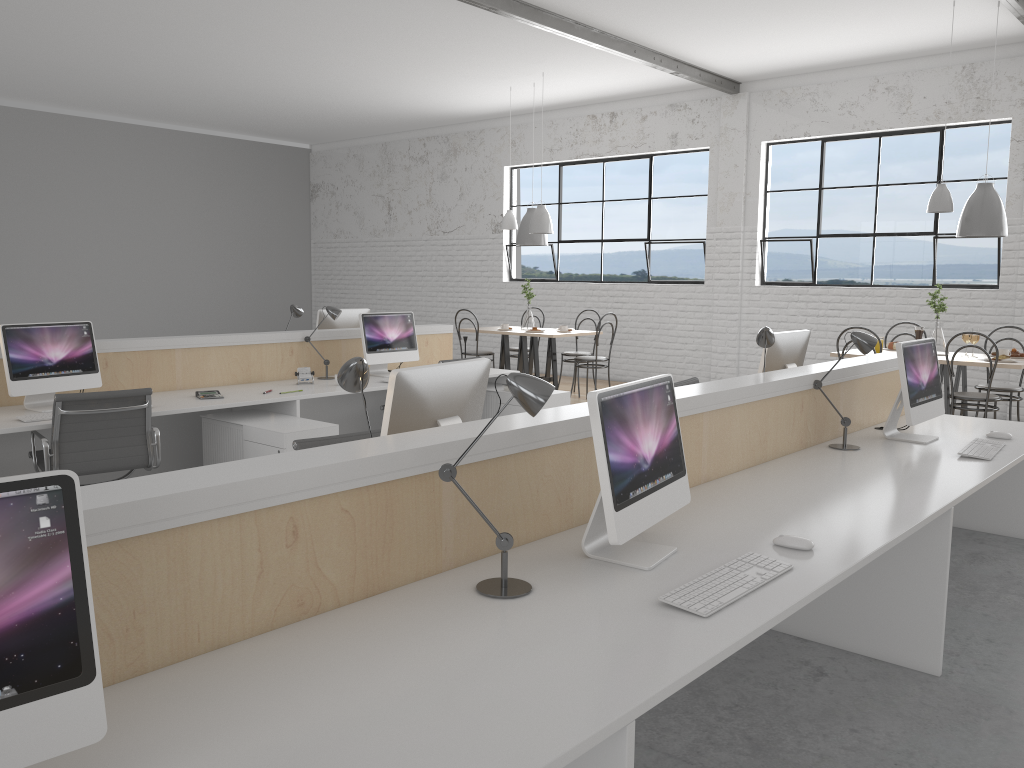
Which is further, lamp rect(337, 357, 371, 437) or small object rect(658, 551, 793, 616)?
lamp rect(337, 357, 371, 437)

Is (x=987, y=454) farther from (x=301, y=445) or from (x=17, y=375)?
(x=17, y=375)

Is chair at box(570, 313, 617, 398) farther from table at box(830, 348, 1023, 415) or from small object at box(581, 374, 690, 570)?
small object at box(581, 374, 690, 570)

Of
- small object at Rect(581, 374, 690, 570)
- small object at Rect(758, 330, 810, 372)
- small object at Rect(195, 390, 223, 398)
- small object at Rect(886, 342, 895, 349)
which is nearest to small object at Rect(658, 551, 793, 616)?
small object at Rect(581, 374, 690, 570)

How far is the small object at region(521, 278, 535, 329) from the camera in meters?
7.1 m

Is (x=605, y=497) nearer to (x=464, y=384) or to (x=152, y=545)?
(x=464, y=384)

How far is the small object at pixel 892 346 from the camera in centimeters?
547cm

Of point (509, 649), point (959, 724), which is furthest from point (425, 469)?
point (959, 724)

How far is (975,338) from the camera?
5.0m

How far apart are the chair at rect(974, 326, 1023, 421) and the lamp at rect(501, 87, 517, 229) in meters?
3.7
